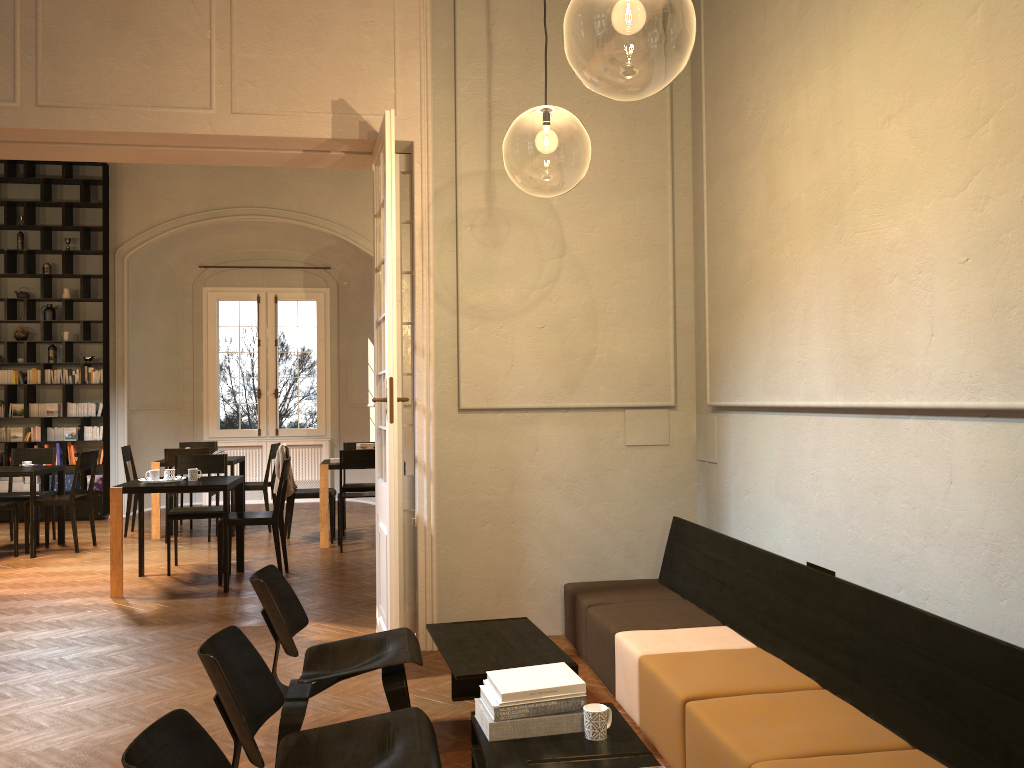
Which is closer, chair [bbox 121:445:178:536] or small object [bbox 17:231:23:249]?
chair [bbox 121:445:178:536]

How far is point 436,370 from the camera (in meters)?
5.82

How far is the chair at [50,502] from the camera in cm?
941

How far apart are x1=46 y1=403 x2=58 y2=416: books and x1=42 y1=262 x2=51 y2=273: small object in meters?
1.9 m

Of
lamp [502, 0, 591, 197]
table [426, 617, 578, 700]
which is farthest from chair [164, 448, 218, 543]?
table [426, 617, 578, 700]

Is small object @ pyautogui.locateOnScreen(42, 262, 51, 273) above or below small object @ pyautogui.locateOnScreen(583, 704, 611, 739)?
above

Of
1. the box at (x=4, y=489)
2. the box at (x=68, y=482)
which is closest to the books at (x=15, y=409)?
the box at (x=4, y=489)

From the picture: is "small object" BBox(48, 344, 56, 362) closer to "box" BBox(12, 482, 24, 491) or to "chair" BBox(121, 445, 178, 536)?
"box" BBox(12, 482, 24, 491)

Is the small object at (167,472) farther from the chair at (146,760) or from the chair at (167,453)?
the chair at (146,760)

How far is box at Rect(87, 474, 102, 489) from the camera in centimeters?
1211cm
